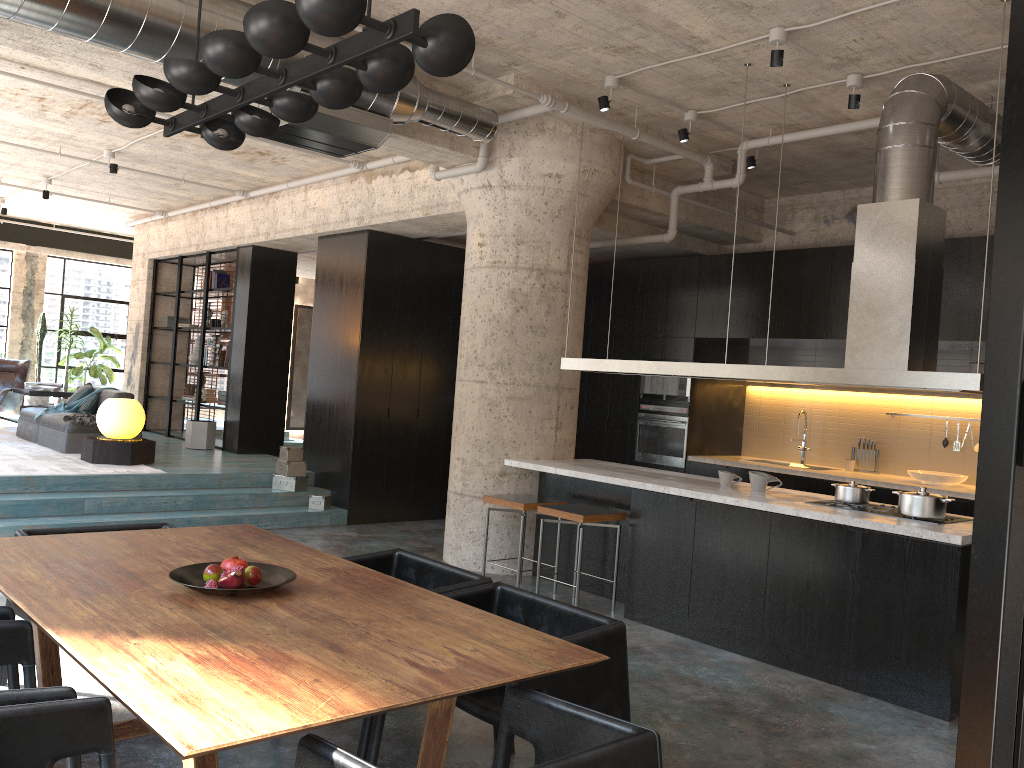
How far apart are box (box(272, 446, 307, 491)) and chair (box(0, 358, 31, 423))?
5.1 meters

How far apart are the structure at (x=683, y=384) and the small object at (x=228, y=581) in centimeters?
669cm

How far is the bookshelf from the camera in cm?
1179

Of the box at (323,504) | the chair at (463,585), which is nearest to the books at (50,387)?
the box at (323,504)

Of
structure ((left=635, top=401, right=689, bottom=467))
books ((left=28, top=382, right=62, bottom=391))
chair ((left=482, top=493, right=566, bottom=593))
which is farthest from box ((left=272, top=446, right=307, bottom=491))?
books ((left=28, top=382, right=62, bottom=391))

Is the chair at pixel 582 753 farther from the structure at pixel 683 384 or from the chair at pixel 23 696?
the structure at pixel 683 384

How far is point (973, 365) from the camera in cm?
788

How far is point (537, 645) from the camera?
2.7m

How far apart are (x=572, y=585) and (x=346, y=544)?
2.7m

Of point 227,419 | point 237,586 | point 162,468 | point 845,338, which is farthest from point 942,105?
point 227,419
